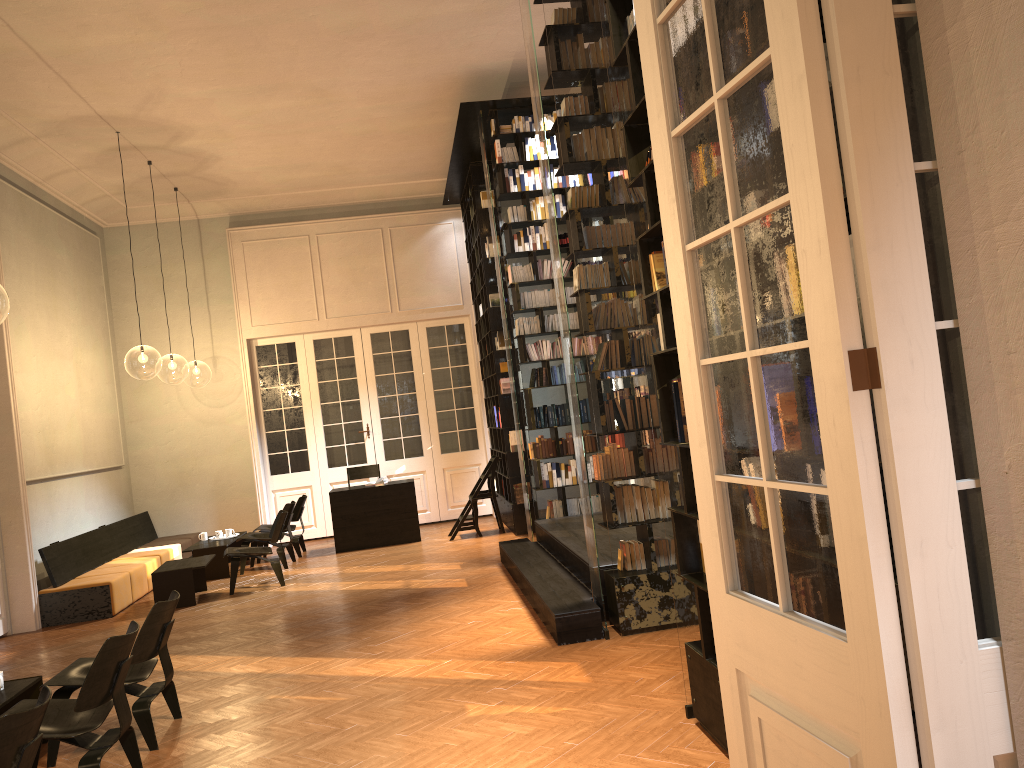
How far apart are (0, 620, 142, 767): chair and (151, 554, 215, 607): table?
4.8 meters

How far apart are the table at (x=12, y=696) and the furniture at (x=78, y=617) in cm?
405

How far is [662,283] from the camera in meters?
4.3 m

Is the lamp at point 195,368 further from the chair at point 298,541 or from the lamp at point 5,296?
the chair at point 298,541

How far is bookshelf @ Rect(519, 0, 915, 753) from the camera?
4.36m

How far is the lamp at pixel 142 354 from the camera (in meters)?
20.11

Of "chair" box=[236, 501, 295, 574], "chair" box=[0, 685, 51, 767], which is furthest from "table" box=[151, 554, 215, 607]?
"chair" box=[0, 685, 51, 767]

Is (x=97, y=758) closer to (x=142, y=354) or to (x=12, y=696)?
(x=12, y=696)

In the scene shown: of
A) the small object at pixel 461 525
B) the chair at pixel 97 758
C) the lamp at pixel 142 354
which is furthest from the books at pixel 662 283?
the lamp at pixel 142 354

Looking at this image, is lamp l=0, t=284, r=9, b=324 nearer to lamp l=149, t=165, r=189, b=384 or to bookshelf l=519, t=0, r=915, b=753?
lamp l=149, t=165, r=189, b=384
